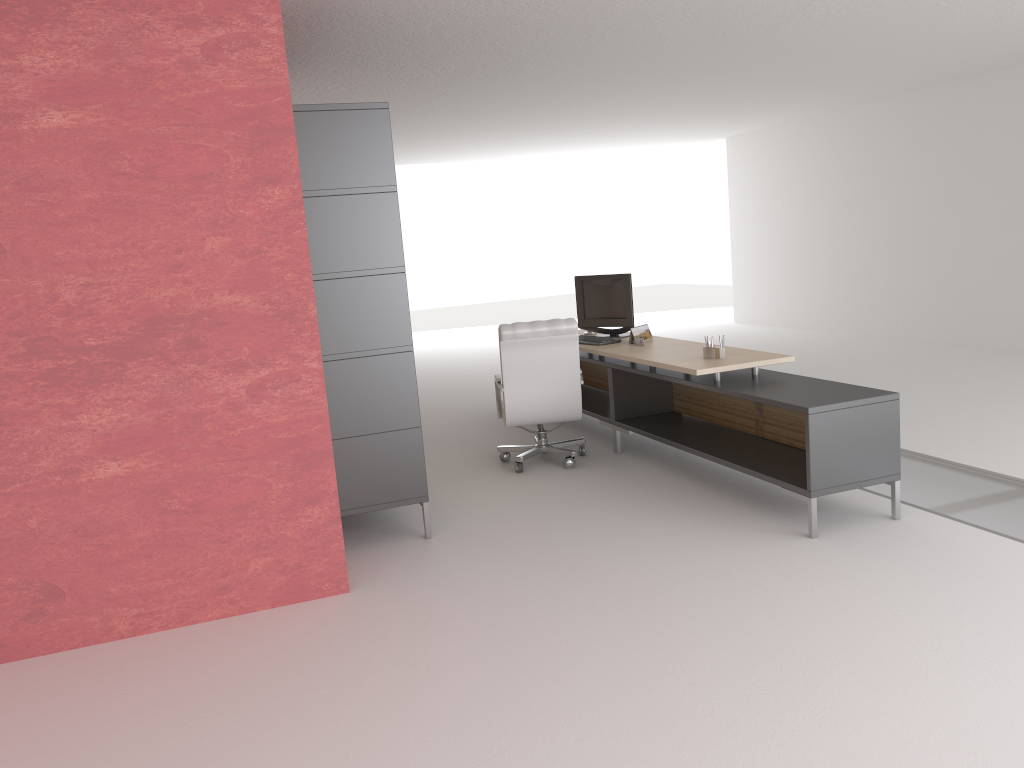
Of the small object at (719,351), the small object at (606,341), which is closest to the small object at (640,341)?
the small object at (606,341)

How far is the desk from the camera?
6.88m

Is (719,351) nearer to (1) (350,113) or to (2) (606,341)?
(2) (606,341)

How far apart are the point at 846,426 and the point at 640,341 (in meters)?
3.32

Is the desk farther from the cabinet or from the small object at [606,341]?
the cabinet

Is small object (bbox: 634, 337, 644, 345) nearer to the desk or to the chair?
the desk

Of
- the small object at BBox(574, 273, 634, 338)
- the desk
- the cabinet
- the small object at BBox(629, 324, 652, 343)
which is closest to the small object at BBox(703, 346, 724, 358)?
the desk

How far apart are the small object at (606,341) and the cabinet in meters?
3.3 m

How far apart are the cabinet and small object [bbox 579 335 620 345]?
3.3m

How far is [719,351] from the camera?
8.4m
